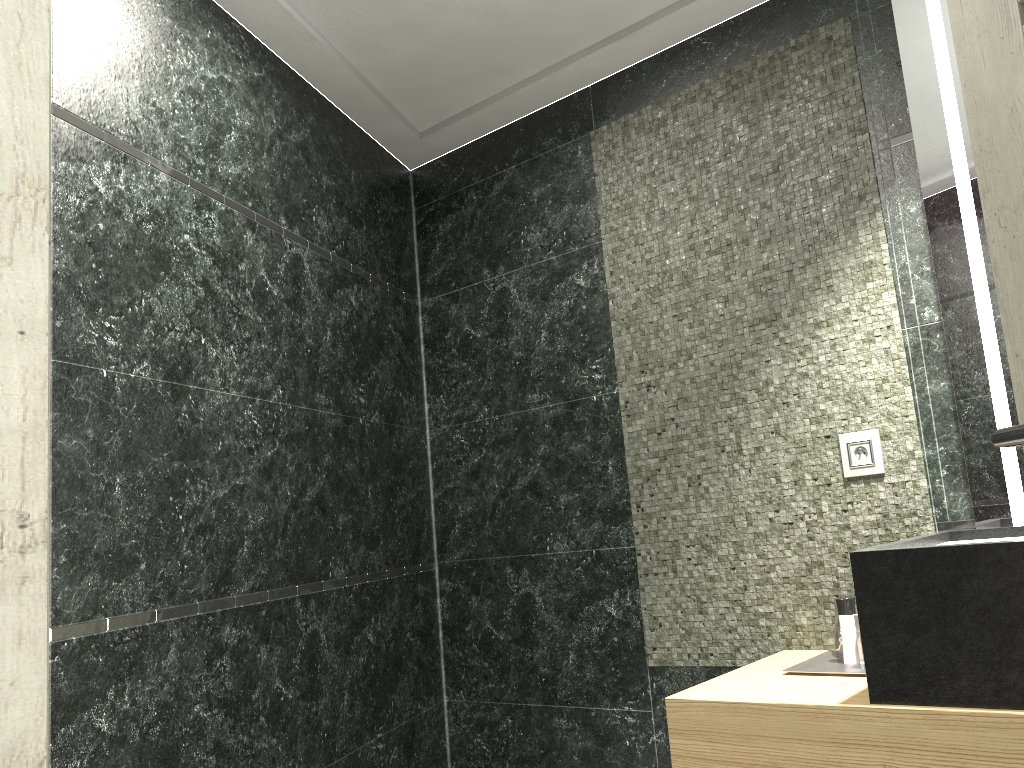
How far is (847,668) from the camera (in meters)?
2.20

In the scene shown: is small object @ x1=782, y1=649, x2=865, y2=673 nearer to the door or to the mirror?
the mirror

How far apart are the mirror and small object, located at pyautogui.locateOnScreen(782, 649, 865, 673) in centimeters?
47cm

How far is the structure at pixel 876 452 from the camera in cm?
243

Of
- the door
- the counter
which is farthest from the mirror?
the door

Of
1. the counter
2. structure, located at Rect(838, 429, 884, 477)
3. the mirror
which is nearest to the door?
A: the counter

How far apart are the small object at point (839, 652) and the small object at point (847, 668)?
0.02m

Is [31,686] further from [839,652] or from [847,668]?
[839,652]

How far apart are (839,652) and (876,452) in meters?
0.6 m

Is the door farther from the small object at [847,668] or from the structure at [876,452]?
the structure at [876,452]
